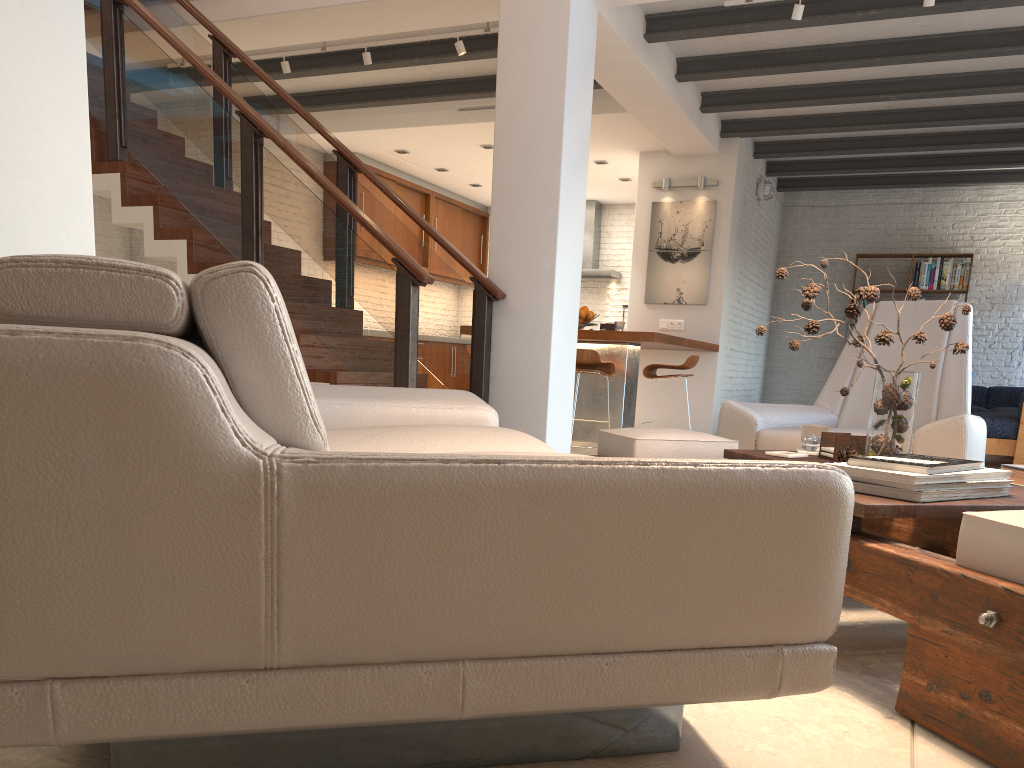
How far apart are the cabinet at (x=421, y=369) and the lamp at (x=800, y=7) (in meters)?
6.78

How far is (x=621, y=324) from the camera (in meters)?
7.45

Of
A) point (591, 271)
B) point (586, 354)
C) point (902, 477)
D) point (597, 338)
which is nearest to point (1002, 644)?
point (902, 477)

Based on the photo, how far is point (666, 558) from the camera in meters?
1.1 m

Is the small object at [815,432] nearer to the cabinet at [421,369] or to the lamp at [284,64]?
the lamp at [284,64]

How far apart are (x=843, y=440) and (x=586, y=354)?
4.33m

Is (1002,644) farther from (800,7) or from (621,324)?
(621,324)

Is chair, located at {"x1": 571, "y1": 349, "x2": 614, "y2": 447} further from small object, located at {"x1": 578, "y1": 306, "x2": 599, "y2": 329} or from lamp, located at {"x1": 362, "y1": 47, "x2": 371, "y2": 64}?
lamp, located at {"x1": 362, "y1": 47, "x2": 371, "y2": 64}

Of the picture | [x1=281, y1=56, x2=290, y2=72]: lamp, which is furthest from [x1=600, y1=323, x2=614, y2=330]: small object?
[x1=281, y1=56, x2=290, y2=72]: lamp

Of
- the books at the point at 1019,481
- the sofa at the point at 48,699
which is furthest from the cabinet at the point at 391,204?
the books at the point at 1019,481
